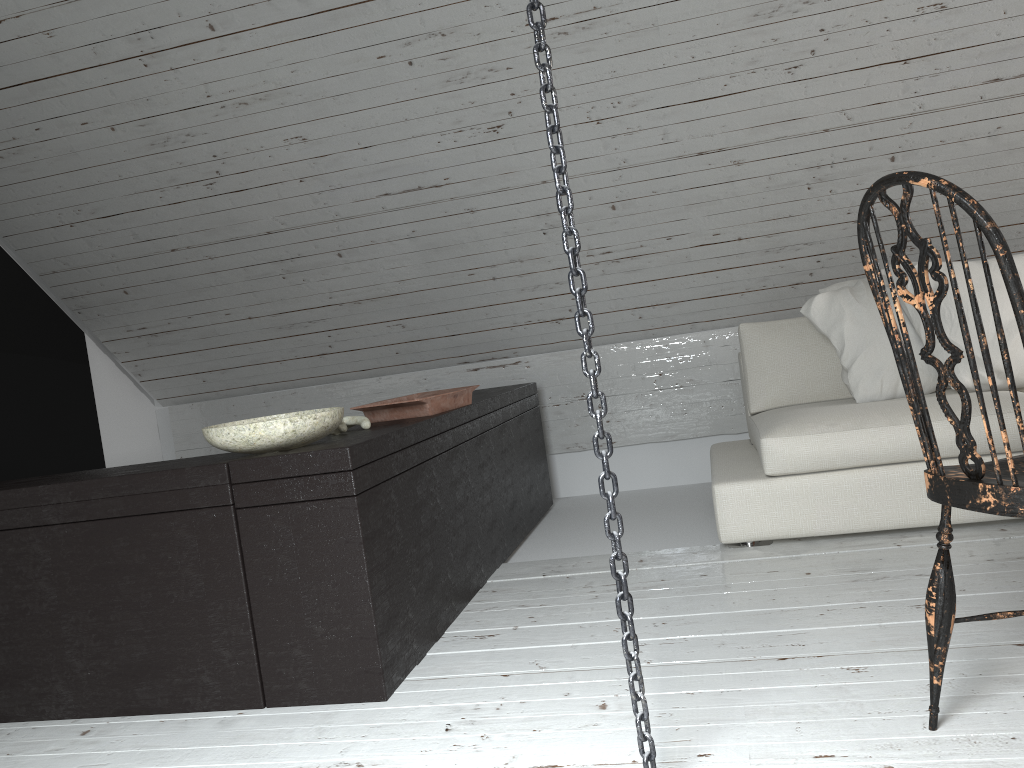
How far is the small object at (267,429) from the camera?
2.0m

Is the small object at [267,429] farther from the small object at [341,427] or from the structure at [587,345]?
the structure at [587,345]

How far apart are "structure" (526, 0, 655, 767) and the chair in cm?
44

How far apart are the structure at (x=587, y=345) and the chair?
0.4 meters

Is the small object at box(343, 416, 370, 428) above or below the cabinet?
above

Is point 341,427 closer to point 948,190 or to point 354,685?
point 354,685

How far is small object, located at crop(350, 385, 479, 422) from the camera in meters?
2.6 m

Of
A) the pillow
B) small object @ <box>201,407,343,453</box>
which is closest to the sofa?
the pillow

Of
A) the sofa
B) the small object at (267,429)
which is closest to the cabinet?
the small object at (267,429)

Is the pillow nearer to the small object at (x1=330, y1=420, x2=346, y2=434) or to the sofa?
the sofa
